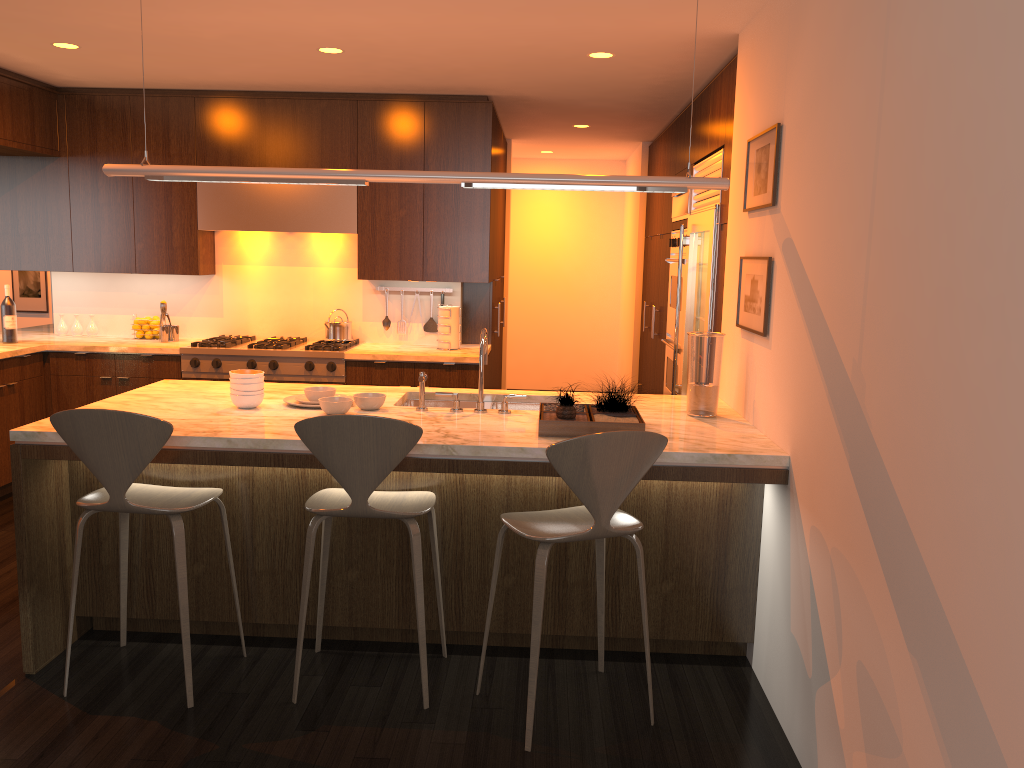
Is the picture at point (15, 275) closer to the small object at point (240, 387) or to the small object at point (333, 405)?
the small object at point (240, 387)

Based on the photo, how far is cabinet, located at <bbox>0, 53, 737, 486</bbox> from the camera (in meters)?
5.76

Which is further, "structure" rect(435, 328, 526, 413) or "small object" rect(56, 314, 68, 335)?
"small object" rect(56, 314, 68, 335)

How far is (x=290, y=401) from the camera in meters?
3.8

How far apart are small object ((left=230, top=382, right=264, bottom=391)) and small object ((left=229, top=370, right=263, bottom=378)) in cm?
5

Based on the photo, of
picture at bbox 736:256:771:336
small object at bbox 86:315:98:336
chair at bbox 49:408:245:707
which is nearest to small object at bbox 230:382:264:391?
chair at bbox 49:408:245:707

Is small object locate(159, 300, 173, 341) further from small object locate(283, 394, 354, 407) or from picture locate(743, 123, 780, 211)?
picture locate(743, 123, 780, 211)

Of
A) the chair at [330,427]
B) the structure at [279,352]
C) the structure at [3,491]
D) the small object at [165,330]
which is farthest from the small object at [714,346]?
the structure at [3,491]

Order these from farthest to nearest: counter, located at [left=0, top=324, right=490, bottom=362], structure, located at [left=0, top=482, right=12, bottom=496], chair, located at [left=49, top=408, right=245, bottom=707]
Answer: counter, located at [left=0, top=324, right=490, bottom=362] < structure, located at [left=0, top=482, right=12, bottom=496] < chair, located at [left=49, top=408, right=245, bottom=707]

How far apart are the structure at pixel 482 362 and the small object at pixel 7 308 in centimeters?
362cm
